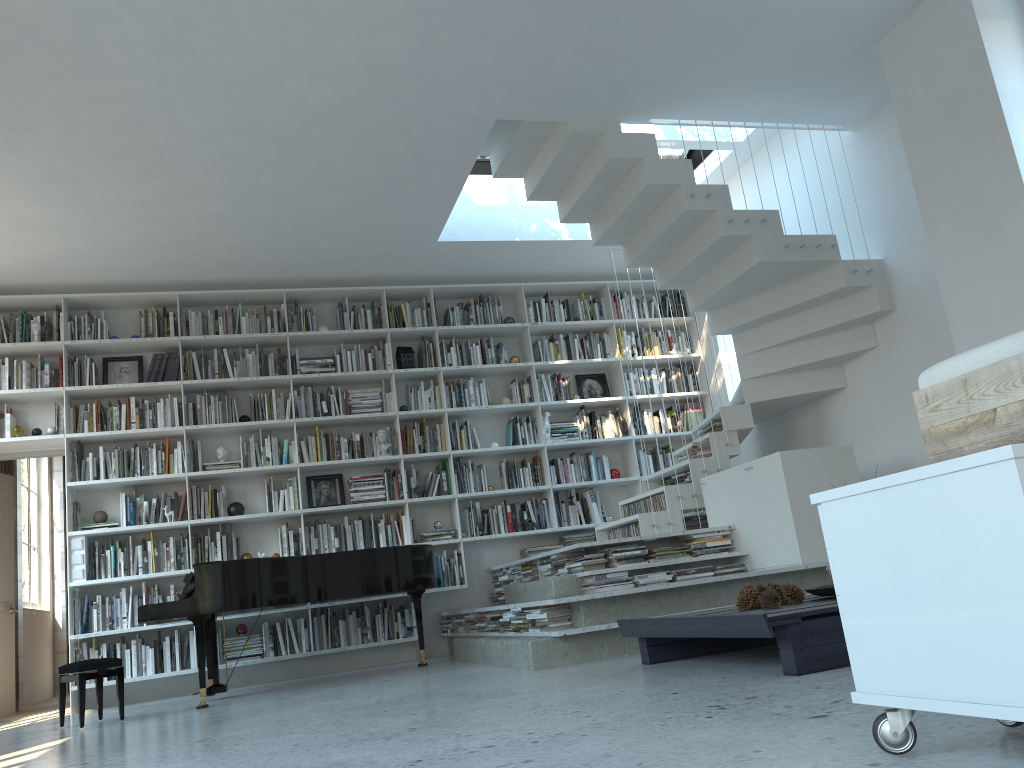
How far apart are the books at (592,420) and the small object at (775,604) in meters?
4.5

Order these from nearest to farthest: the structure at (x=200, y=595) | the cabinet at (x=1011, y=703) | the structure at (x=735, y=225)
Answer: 1. the cabinet at (x=1011, y=703)
2. the structure at (x=200, y=595)
3. the structure at (x=735, y=225)

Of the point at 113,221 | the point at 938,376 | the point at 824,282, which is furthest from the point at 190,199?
the point at 938,376

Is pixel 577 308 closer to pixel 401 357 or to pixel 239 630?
pixel 401 357

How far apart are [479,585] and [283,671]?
1.7 meters

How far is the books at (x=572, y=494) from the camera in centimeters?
781cm

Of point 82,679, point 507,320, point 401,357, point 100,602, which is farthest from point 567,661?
point 507,320

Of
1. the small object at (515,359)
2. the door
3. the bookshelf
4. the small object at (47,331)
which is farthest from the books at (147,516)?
the small object at (515,359)

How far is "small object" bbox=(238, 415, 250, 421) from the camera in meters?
7.2

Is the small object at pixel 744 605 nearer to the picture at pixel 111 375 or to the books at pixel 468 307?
the books at pixel 468 307
